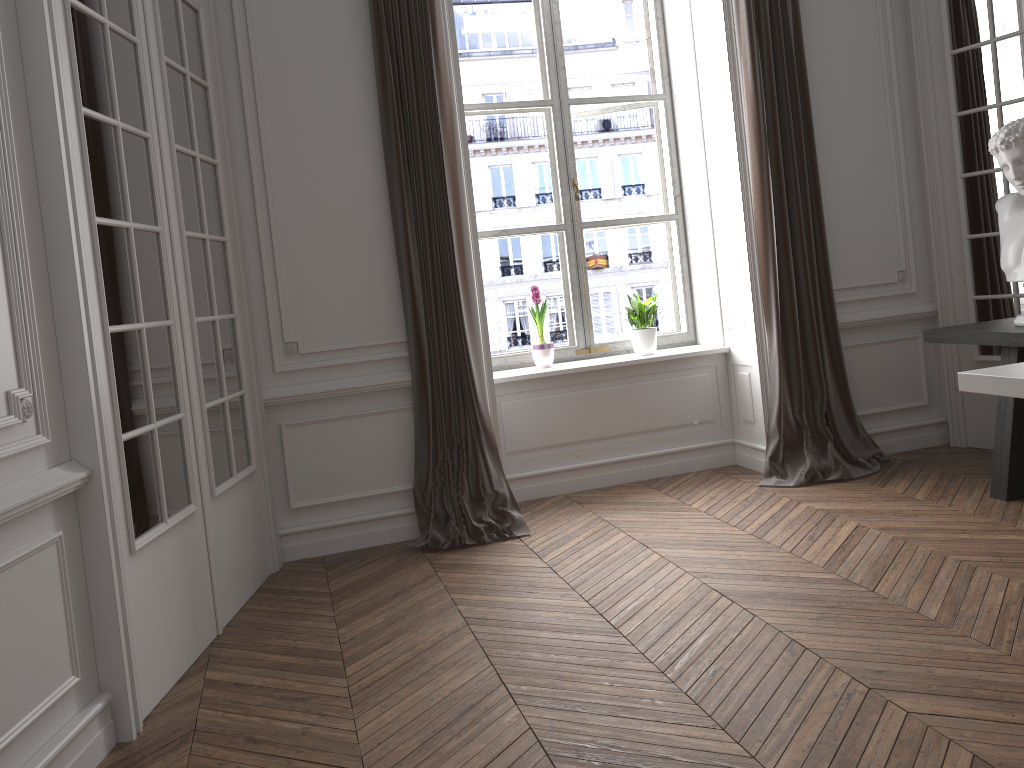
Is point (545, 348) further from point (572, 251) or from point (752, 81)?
point (752, 81)

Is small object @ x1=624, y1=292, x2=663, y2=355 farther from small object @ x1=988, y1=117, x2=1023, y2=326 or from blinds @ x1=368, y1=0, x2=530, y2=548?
small object @ x1=988, y1=117, x2=1023, y2=326

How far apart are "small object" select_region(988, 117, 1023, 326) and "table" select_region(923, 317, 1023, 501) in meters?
0.0

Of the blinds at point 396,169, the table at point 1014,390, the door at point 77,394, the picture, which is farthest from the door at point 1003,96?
the door at point 77,394

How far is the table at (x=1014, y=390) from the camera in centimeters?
259cm

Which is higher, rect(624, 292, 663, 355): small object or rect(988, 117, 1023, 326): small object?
rect(988, 117, 1023, 326): small object

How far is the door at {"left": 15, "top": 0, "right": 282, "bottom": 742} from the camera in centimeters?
249cm

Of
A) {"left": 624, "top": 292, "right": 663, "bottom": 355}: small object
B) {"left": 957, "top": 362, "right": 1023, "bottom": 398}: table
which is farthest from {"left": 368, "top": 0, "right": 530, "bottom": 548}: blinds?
{"left": 957, "top": 362, "right": 1023, "bottom": 398}: table

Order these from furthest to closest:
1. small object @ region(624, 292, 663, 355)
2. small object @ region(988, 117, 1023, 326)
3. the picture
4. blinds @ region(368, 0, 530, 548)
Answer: the picture
small object @ region(624, 292, 663, 355)
blinds @ region(368, 0, 530, 548)
small object @ region(988, 117, 1023, 326)

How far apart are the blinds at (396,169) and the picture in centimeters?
78cm
